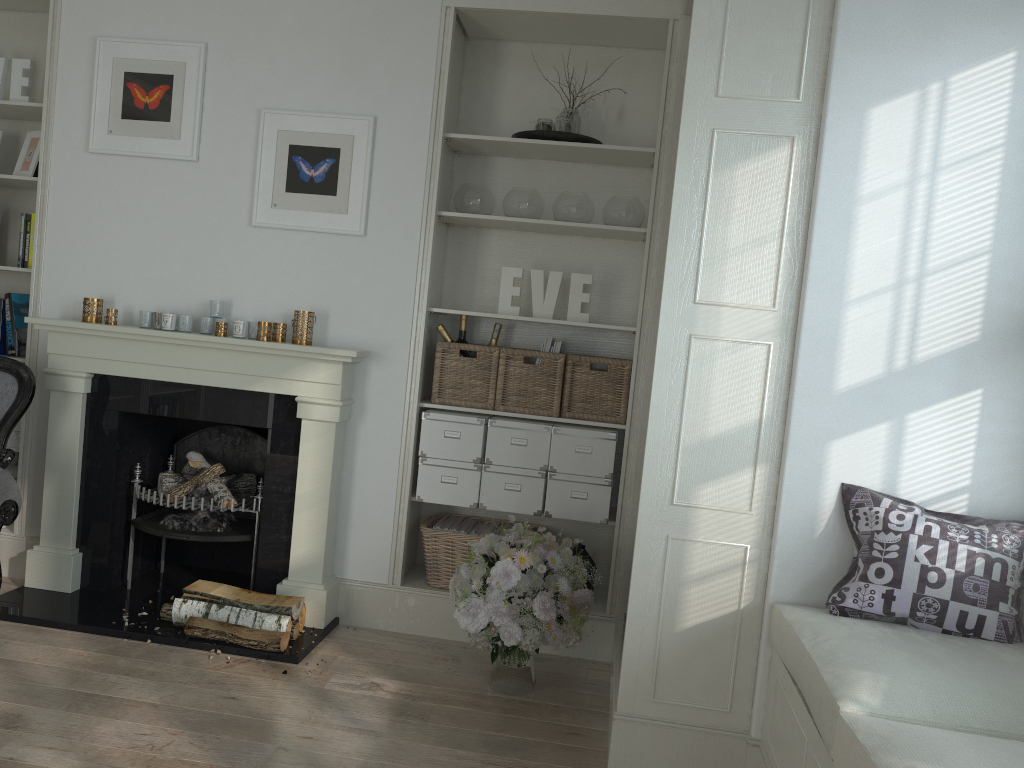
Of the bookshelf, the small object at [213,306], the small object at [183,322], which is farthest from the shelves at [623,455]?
the bookshelf

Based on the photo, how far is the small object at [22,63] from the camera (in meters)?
4.02

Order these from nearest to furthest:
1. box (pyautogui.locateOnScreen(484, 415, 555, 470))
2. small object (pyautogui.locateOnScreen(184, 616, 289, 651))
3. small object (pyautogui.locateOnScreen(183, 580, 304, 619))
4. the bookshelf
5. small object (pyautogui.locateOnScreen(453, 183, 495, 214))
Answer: small object (pyautogui.locateOnScreen(184, 616, 289, 651)), small object (pyautogui.locateOnScreen(183, 580, 304, 619)), box (pyautogui.locateOnScreen(484, 415, 555, 470)), small object (pyautogui.locateOnScreen(453, 183, 495, 214)), the bookshelf

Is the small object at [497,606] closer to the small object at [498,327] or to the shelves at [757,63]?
the shelves at [757,63]

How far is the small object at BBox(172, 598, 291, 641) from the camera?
3.4 meters

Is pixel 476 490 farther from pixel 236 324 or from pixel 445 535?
pixel 236 324

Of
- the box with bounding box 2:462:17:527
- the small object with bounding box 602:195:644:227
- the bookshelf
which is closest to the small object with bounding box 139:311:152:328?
the bookshelf

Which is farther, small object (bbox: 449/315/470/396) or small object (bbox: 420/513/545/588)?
small object (bbox: 449/315/470/396)

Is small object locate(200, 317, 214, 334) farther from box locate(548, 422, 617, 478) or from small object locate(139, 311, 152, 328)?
box locate(548, 422, 617, 478)

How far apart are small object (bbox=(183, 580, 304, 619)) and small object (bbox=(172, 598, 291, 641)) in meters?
0.0
